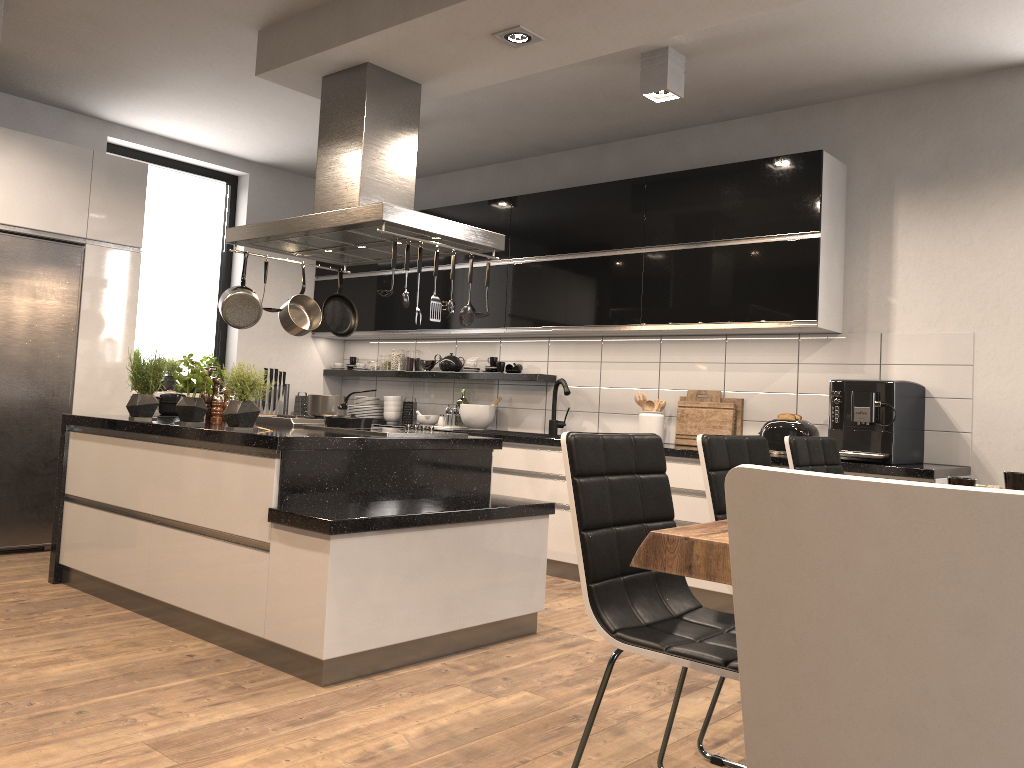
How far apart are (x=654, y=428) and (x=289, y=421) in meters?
2.1 m

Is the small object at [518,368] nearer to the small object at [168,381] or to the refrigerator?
the small object at [168,381]

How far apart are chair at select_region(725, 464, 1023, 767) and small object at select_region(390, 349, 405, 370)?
5.9m

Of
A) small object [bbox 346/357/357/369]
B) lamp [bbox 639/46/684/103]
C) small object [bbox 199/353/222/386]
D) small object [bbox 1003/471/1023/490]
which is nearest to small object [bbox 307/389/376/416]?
lamp [bbox 639/46/684/103]

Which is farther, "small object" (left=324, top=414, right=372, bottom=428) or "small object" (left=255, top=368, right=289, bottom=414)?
"small object" (left=255, top=368, right=289, bottom=414)

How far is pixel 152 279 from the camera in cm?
636

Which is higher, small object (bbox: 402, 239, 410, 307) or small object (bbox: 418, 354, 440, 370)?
small object (bbox: 402, 239, 410, 307)

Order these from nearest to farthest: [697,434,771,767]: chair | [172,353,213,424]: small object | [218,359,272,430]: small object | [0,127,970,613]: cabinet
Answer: [697,434,771,767]: chair → [218,359,272,430]: small object → [172,353,213,424]: small object → [0,127,970,613]: cabinet

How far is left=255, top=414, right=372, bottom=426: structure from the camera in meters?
4.3

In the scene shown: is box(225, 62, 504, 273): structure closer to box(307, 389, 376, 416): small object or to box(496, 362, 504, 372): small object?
box(307, 389, 376, 416): small object
